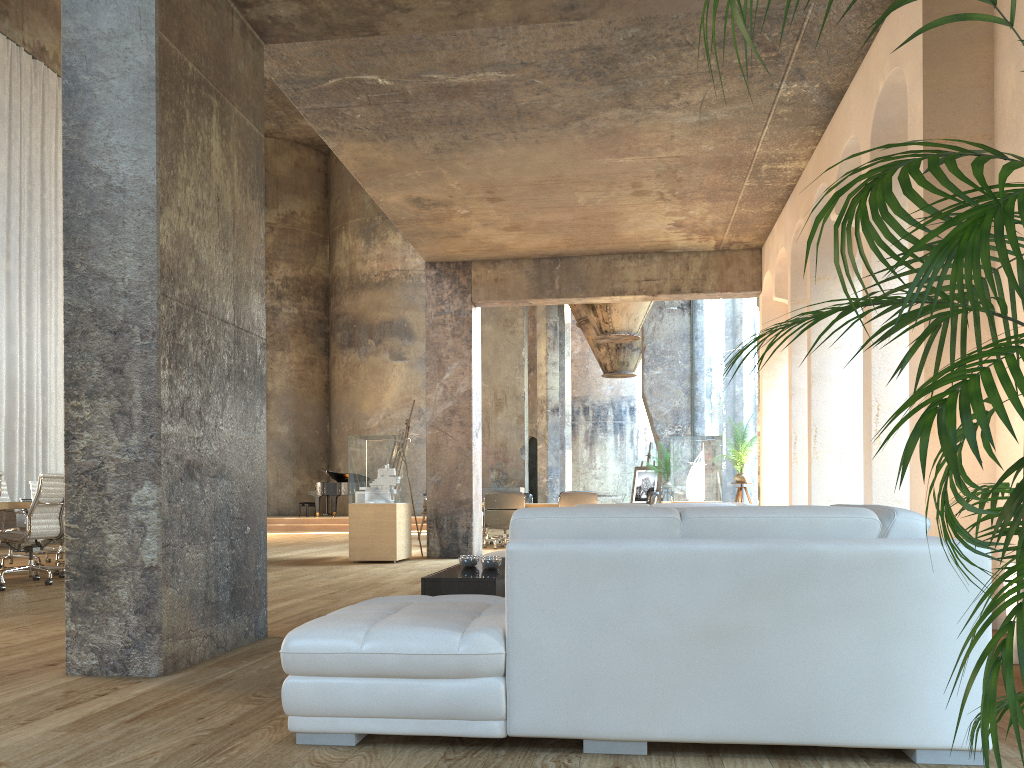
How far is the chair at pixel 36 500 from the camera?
7.9 meters

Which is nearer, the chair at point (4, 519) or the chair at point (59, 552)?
the chair at point (4, 519)

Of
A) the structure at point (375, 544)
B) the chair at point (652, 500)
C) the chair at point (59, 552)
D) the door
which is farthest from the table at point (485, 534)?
the door

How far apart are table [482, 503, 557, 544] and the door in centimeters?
1083cm

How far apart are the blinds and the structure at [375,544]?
6.54m

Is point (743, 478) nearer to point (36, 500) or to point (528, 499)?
point (528, 499)

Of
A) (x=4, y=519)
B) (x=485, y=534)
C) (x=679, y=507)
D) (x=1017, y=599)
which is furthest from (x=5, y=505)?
(x=1017, y=599)

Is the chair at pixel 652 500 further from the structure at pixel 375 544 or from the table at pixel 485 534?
the structure at pixel 375 544

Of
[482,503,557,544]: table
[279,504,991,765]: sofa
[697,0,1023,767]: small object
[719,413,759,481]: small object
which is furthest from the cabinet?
[482,503,557,544]: table

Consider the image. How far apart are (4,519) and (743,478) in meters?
8.8
